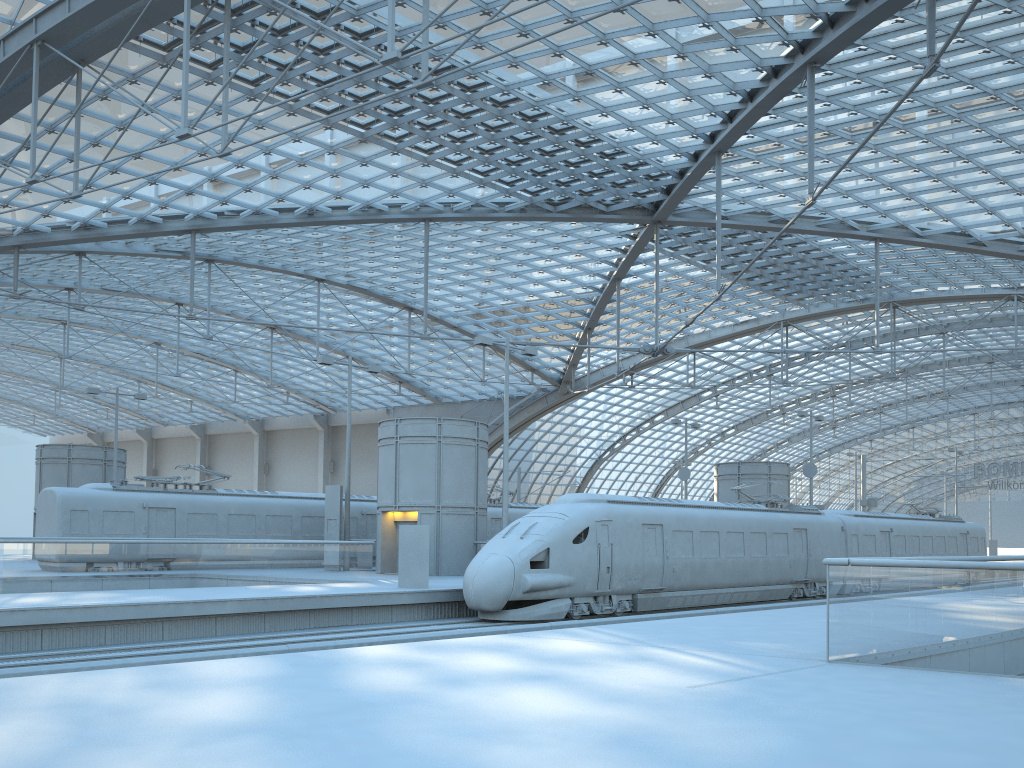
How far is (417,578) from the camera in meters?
22.7 m

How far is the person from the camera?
22.7 meters

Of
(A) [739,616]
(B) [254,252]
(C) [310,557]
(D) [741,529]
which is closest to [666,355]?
(D) [741,529]

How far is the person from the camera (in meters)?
22.71

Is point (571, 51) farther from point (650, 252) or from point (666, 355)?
point (650, 252)
